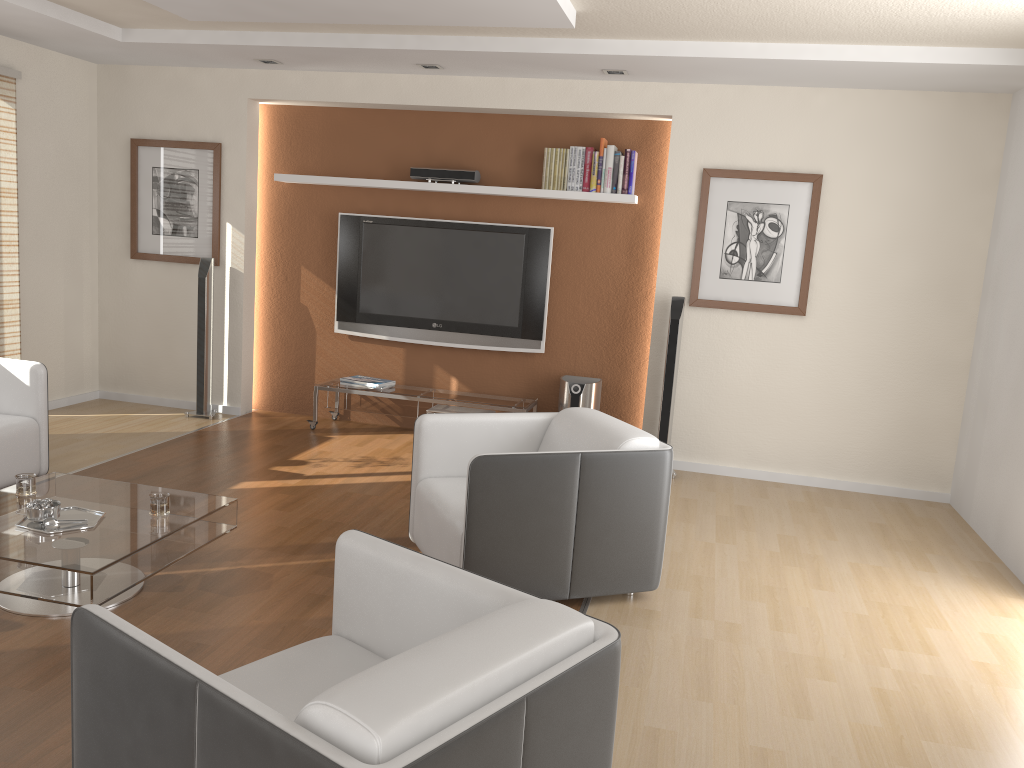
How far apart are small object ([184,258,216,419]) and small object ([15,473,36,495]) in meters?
2.9

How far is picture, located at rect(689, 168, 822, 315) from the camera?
5.6 meters

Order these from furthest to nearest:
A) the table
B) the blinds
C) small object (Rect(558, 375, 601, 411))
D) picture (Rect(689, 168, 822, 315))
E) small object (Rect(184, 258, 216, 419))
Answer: small object (Rect(184, 258, 216, 419))
small object (Rect(558, 375, 601, 411))
the blinds
picture (Rect(689, 168, 822, 315))
the table

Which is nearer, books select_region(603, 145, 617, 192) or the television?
books select_region(603, 145, 617, 192)

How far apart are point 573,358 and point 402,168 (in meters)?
1.85

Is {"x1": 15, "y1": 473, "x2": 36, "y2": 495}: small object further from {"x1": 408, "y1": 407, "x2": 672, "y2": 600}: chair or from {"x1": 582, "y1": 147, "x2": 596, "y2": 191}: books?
{"x1": 582, "y1": 147, "x2": 596, "y2": 191}: books

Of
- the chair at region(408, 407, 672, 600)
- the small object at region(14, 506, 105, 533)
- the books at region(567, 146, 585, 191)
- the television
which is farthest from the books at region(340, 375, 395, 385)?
the small object at region(14, 506, 105, 533)

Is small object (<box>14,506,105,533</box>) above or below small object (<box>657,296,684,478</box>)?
below

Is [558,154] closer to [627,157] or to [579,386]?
[627,157]

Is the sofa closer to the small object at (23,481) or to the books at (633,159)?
the small object at (23,481)
